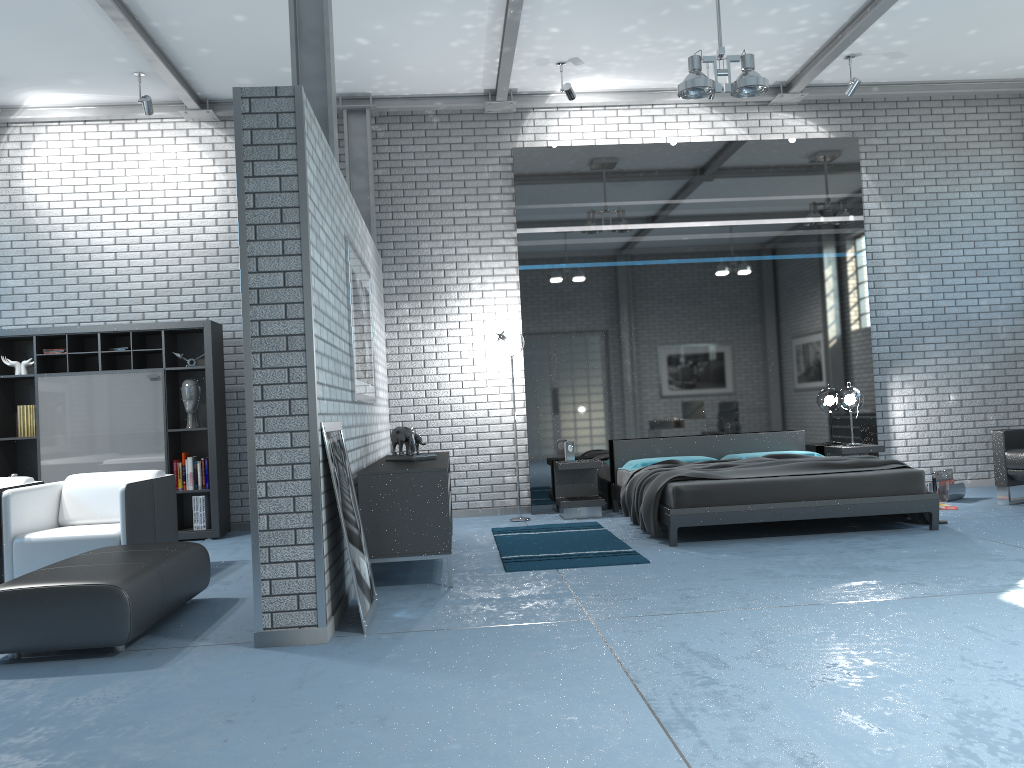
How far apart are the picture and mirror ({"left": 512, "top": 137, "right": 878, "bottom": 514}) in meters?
2.1 m

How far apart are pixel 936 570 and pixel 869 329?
4.3m

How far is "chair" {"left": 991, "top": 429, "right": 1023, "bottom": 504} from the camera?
7.25m

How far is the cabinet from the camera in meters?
5.0

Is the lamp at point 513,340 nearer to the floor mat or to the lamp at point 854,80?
the floor mat

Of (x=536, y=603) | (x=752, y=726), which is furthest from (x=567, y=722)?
(x=536, y=603)

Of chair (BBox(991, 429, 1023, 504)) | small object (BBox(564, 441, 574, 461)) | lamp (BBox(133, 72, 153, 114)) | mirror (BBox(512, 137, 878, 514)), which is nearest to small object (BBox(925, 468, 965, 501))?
chair (BBox(991, 429, 1023, 504))

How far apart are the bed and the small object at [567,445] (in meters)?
0.46

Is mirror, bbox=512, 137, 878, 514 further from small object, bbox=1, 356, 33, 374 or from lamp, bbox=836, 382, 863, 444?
small object, bbox=1, 356, 33, 374

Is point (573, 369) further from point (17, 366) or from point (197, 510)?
point (17, 366)
